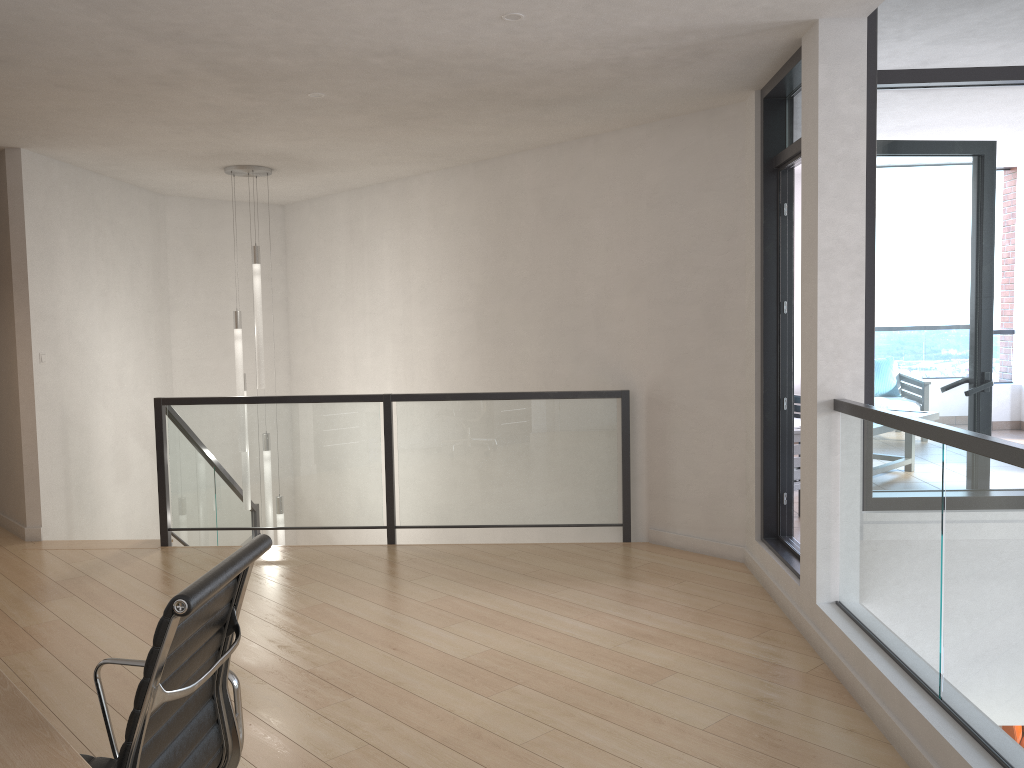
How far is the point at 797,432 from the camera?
5.9m

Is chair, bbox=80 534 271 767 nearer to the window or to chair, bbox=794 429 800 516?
the window

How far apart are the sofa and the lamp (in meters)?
4.73

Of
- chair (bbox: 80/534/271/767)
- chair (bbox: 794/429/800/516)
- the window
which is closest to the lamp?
chair (bbox: 794/429/800/516)

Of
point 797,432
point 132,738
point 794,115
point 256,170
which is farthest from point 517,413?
point 132,738

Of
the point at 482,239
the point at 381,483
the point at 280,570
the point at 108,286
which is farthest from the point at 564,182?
the point at 108,286

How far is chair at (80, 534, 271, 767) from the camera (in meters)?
1.54

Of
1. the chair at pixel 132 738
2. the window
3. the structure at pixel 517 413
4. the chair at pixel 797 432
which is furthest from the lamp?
the chair at pixel 132 738

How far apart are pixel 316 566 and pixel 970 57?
4.3m

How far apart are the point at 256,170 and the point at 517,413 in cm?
293
